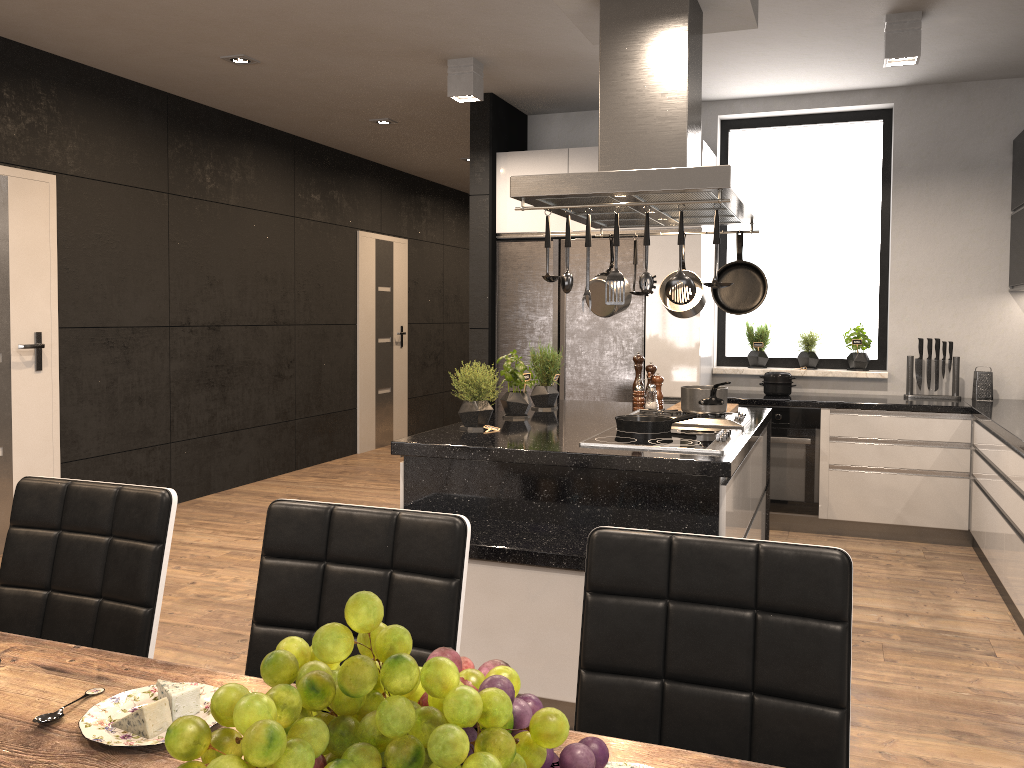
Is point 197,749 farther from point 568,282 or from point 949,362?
point 949,362

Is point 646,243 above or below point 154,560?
above

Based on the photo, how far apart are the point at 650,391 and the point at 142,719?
3.42m

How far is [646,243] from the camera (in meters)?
2.96

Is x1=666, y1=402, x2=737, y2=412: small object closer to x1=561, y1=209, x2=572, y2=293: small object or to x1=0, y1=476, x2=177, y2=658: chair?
x1=561, y1=209, x2=572, y2=293: small object

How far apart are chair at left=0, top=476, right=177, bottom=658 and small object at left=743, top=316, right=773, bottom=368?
4.7m

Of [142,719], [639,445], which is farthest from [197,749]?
[639,445]

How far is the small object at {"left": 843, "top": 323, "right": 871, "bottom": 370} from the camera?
5.7m

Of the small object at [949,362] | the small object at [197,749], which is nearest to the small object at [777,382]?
the small object at [949,362]

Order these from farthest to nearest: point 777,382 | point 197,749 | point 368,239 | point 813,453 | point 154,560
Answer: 1. point 368,239
2. point 777,382
3. point 813,453
4. point 154,560
5. point 197,749
